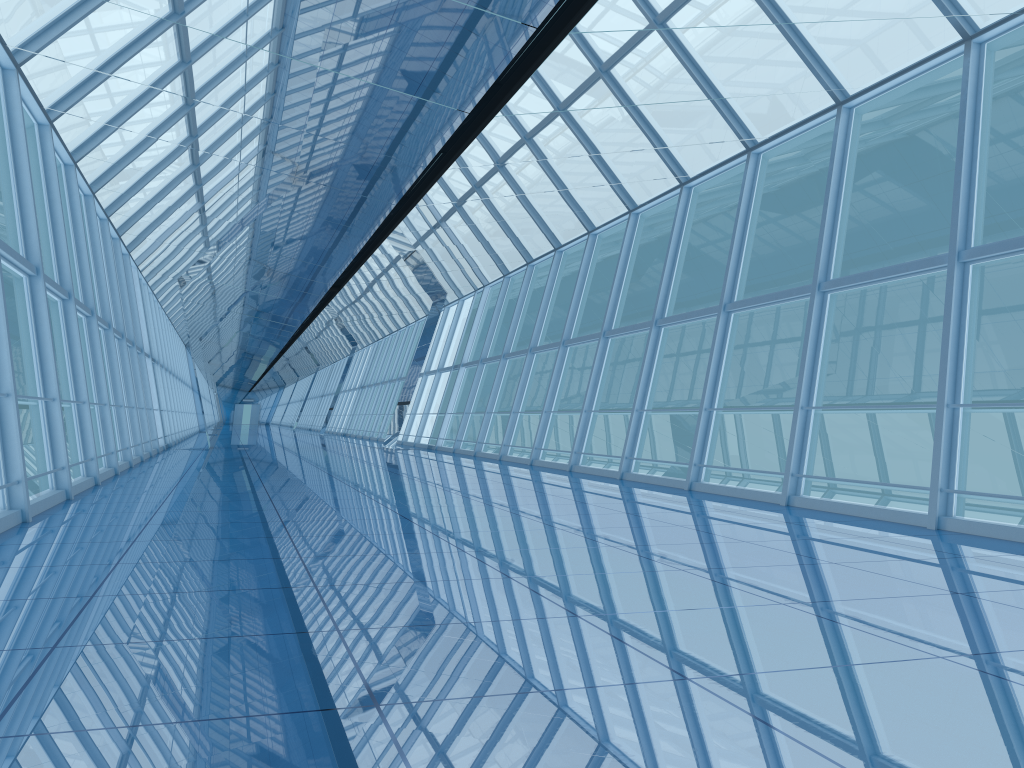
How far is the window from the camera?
8.9 meters

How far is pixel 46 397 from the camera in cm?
894

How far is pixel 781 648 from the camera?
3.5 meters

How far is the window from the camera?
8.9m
